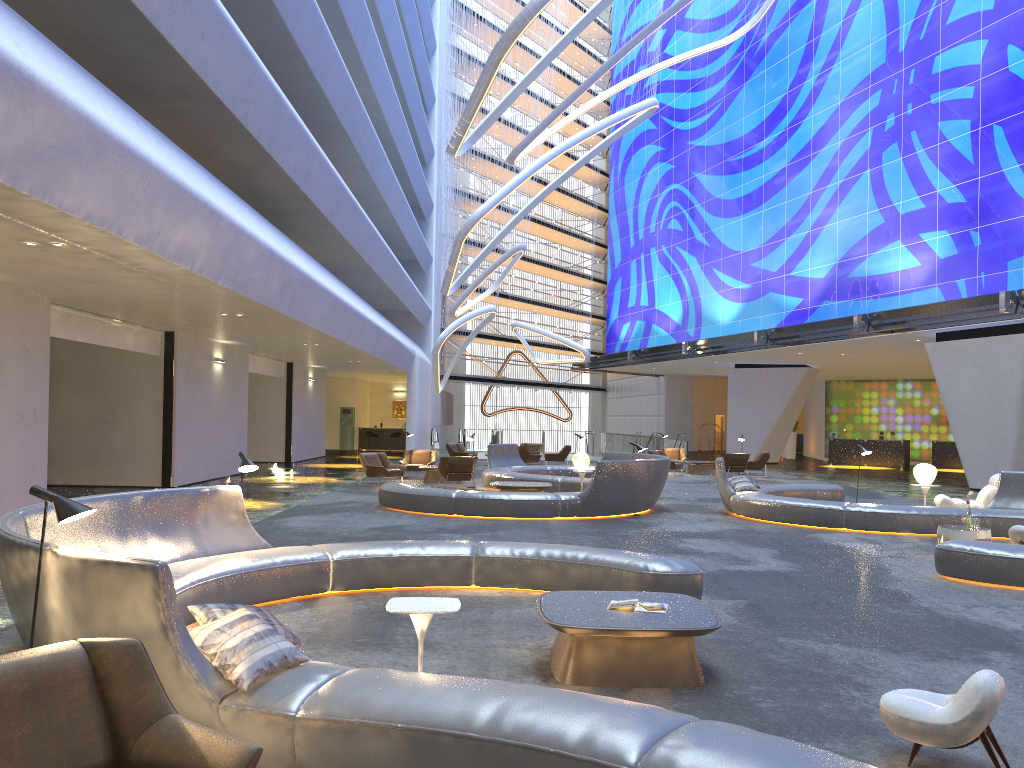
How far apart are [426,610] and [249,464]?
3.9 meters

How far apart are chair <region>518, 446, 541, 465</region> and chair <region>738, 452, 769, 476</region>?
6.77m

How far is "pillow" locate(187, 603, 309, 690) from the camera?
4.00m

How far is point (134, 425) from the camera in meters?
19.4

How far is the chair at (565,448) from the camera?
30.4m

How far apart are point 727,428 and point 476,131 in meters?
18.7 m

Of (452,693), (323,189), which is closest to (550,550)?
(452,693)

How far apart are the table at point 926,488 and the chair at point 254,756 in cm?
1504

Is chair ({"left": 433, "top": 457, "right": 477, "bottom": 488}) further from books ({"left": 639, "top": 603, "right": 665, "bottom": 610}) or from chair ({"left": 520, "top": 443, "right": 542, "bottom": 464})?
books ({"left": 639, "top": 603, "right": 665, "bottom": 610})

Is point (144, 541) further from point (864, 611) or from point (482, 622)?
point (864, 611)
